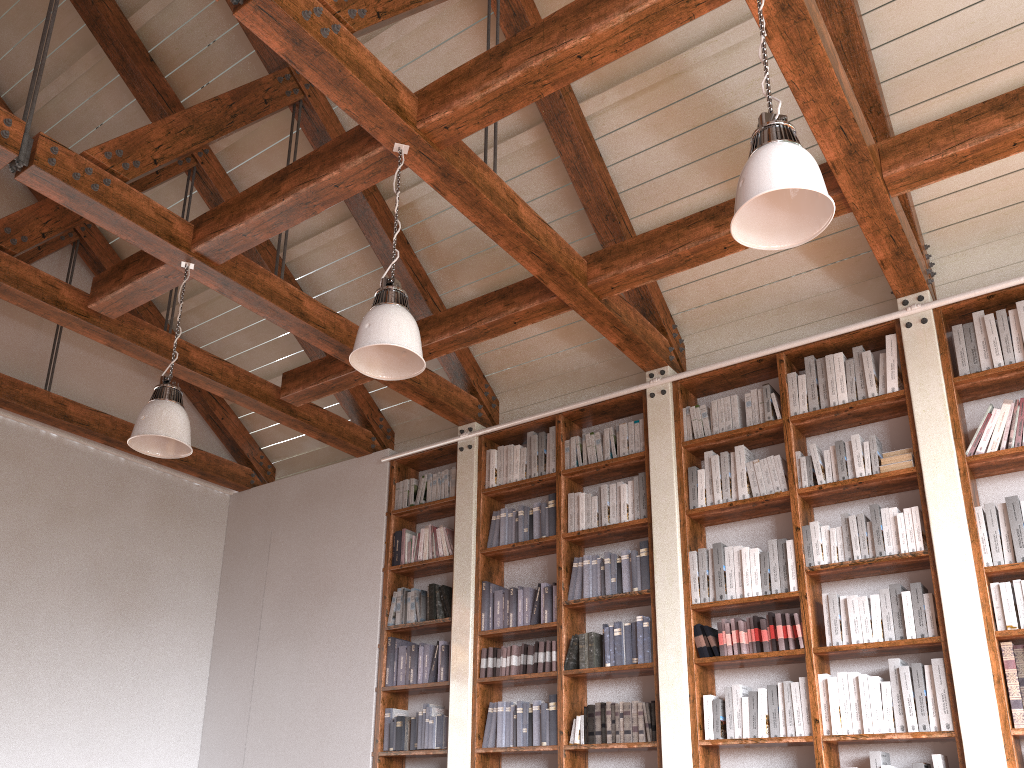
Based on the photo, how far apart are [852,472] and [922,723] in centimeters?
125cm

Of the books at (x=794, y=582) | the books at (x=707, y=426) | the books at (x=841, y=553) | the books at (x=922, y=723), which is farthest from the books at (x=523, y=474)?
the books at (x=922, y=723)

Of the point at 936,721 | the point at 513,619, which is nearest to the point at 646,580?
the point at 513,619

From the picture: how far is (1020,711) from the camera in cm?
382

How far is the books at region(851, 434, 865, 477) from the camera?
4.6 meters

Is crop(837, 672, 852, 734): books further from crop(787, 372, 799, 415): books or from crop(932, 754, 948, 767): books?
crop(787, 372, 799, 415): books

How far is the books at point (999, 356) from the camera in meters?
4.4

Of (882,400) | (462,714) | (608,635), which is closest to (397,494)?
(462,714)

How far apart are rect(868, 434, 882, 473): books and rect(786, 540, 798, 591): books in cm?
58

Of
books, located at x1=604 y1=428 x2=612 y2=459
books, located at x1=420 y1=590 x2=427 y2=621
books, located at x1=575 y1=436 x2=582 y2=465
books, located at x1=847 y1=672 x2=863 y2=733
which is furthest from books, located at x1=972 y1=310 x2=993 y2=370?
books, located at x1=420 y1=590 x2=427 y2=621
